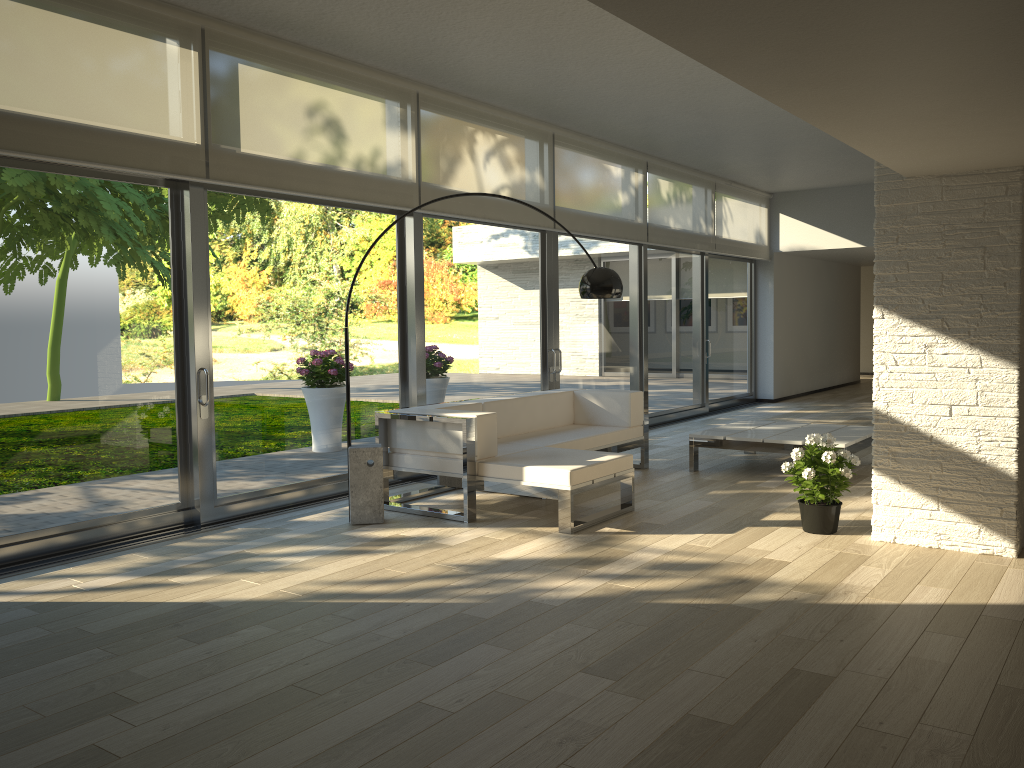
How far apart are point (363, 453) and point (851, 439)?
3.7 meters

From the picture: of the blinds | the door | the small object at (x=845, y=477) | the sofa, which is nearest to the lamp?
the sofa

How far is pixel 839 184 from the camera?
12.07m

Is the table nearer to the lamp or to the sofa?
the sofa

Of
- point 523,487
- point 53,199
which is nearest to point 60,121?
point 53,199

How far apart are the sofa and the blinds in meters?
1.5

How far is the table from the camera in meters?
6.7 m

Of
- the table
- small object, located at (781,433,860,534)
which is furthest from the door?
small object, located at (781,433,860,534)

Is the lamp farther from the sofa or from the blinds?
the blinds

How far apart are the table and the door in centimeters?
167cm
